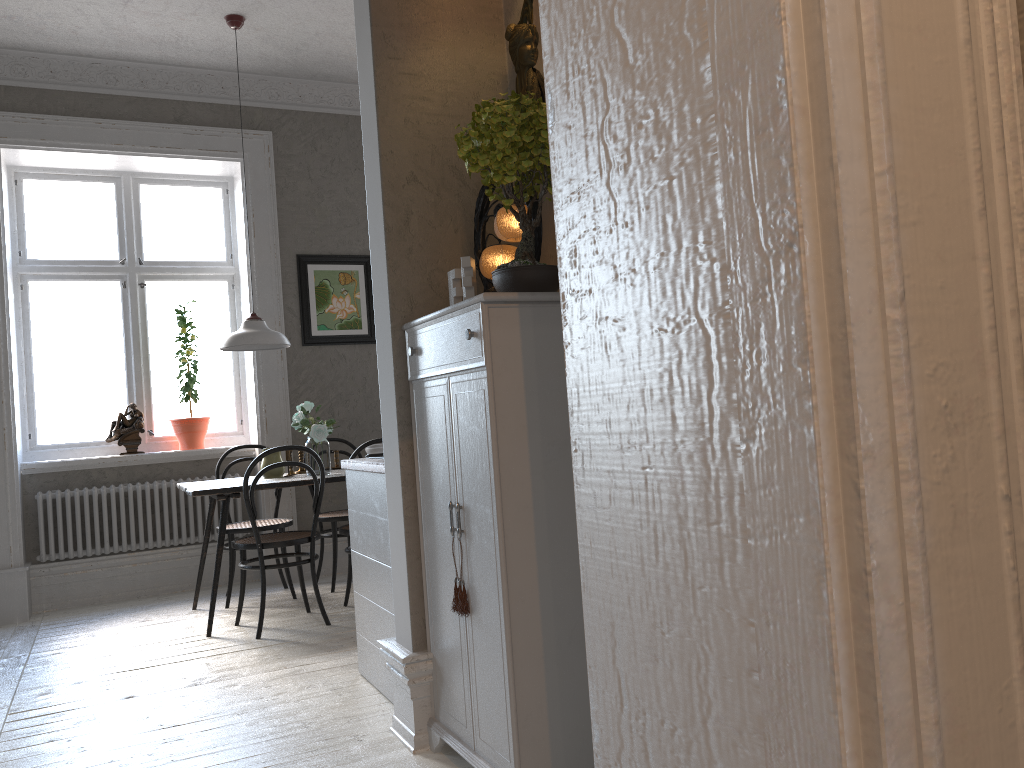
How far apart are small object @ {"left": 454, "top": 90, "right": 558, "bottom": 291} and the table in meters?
2.6 m

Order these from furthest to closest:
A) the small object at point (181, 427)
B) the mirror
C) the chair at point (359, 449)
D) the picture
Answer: the picture, the small object at point (181, 427), the chair at point (359, 449), the mirror

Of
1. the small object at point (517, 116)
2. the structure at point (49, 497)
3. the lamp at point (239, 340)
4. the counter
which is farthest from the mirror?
the structure at point (49, 497)

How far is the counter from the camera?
3.1 meters

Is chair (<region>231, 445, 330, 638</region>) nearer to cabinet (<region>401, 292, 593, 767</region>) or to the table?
the table

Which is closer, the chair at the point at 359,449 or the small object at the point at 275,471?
the chair at the point at 359,449

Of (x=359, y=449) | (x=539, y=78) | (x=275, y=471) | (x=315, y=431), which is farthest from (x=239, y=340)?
(x=539, y=78)

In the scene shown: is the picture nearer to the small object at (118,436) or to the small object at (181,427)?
the small object at (181,427)

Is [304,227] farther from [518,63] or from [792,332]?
[792,332]

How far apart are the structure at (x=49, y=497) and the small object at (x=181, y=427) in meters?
0.3
